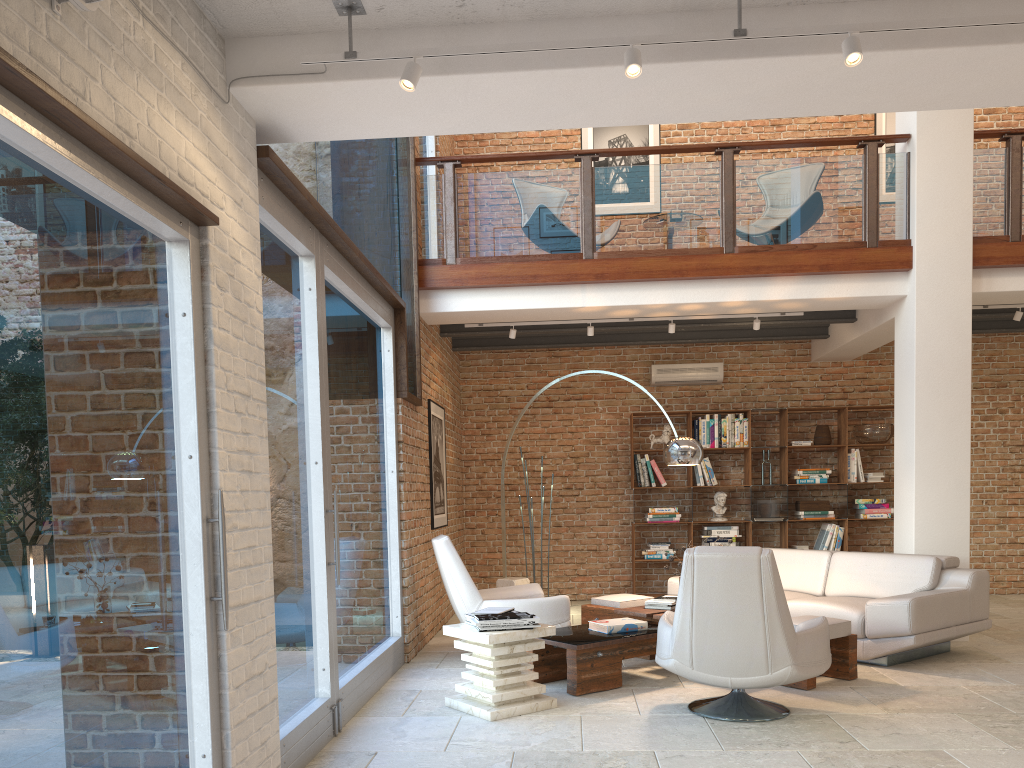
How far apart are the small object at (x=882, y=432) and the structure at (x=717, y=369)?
1.60m

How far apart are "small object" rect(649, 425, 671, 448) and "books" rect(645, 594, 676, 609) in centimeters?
350cm

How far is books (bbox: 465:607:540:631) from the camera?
4.9m

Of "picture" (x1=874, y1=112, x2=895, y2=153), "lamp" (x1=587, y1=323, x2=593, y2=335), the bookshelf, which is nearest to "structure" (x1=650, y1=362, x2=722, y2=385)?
the bookshelf

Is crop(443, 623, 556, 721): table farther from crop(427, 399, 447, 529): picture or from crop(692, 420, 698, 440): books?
crop(692, 420, 698, 440): books

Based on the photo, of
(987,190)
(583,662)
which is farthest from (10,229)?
(987,190)

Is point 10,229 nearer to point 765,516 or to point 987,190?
point 987,190

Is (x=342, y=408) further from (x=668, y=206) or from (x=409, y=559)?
(x=668, y=206)

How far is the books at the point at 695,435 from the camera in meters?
9.9

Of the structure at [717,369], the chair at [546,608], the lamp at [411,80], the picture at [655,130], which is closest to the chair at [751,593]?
the chair at [546,608]
